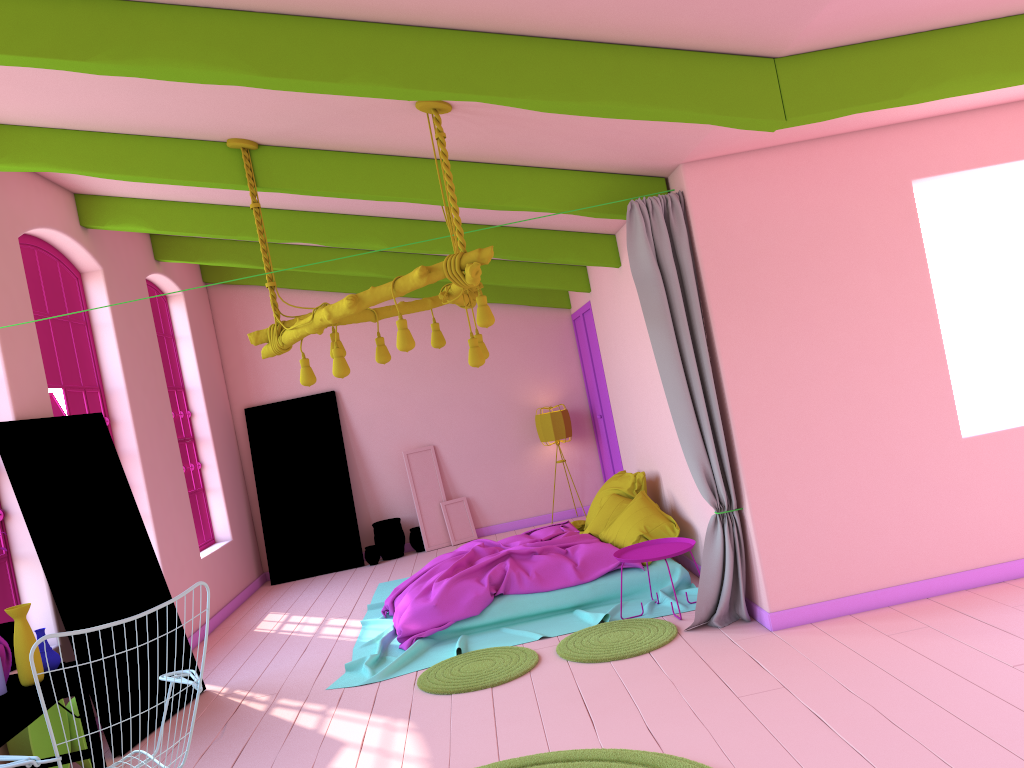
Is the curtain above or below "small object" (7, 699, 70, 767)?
above

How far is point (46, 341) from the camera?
7.0m

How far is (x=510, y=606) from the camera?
6.81m

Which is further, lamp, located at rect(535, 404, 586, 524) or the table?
lamp, located at rect(535, 404, 586, 524)

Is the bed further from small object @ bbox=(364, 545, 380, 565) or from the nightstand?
small object @ bbox=(364, 545, 380, 565)

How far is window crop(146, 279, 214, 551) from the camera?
9.7m

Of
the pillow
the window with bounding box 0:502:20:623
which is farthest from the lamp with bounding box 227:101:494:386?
the pillow

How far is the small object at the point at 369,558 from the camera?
10.8m

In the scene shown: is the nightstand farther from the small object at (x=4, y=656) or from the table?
the small object at (x=4, y=656)

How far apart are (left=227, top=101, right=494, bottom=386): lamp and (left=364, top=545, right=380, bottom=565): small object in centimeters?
545cm
